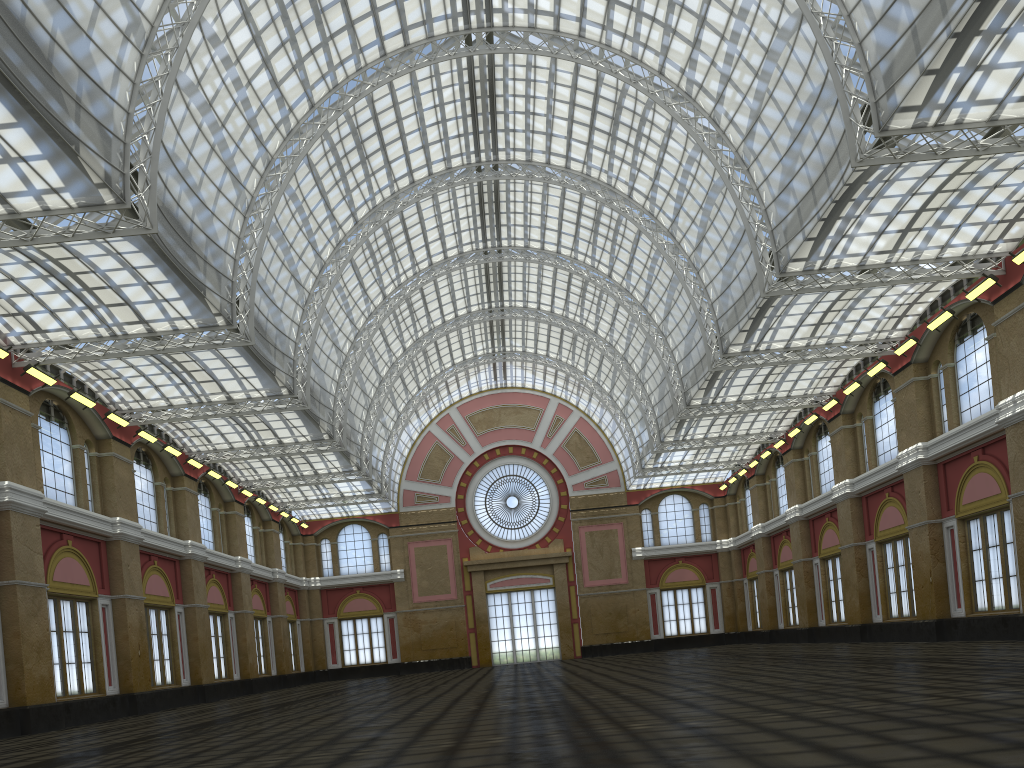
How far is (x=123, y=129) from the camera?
25.8m

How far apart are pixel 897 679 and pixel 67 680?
31.96m
